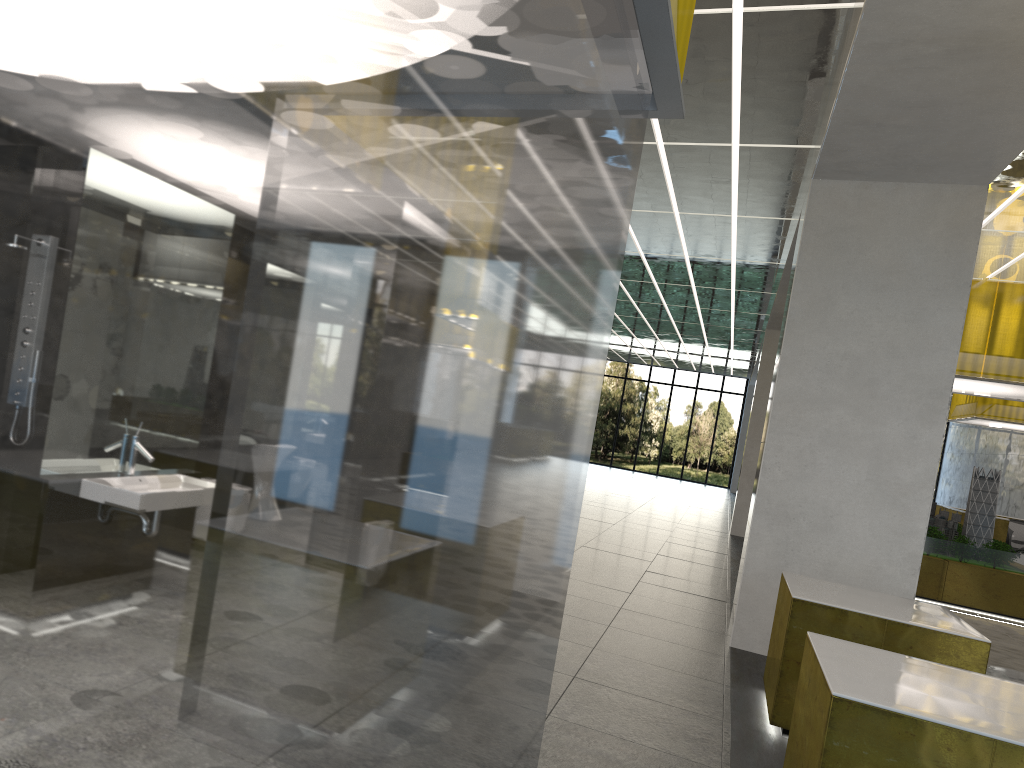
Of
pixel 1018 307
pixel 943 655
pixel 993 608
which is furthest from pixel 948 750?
pixel 1018 307

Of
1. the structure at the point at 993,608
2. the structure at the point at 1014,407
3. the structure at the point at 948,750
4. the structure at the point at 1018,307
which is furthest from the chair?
the structure at the point at 948,750

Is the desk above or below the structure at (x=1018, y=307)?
below

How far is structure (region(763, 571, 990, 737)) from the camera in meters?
7.1

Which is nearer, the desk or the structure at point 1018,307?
the structure at point 1018,307

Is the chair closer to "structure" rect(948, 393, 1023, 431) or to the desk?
the desk

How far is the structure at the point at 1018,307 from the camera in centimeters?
1692cm

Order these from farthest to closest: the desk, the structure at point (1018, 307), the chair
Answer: the chair < the desk < the structure at point (1018, 307)

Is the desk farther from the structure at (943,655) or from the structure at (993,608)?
the structure at (943,655)

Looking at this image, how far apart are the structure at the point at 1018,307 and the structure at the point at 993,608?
1.7m
